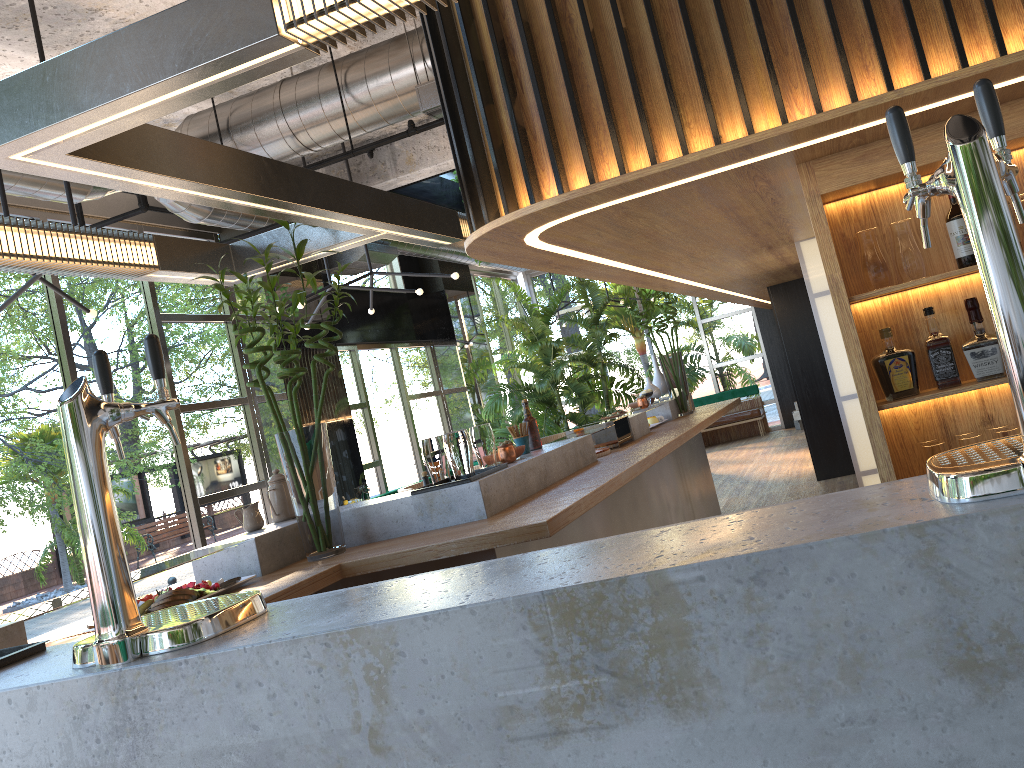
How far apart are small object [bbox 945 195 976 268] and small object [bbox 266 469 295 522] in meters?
3.0

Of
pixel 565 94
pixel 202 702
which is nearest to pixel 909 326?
pixel 565 94

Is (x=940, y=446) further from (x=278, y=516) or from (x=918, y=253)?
(x=278, y=516)

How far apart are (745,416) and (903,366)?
11.9 meters

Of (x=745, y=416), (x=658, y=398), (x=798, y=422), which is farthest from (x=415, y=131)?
(x=745, y=416)

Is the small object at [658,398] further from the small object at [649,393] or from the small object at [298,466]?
the small object at [298,466]

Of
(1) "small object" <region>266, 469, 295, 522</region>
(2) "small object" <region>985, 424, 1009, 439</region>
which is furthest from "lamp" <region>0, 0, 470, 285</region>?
(2) "small object" <region>985, 424, 1009, 439</region>

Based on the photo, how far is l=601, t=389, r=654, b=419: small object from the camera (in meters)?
6.86

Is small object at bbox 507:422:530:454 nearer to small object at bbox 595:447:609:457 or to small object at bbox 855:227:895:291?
small object at bbox 595:447:609:457

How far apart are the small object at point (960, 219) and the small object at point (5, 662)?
2.8m
